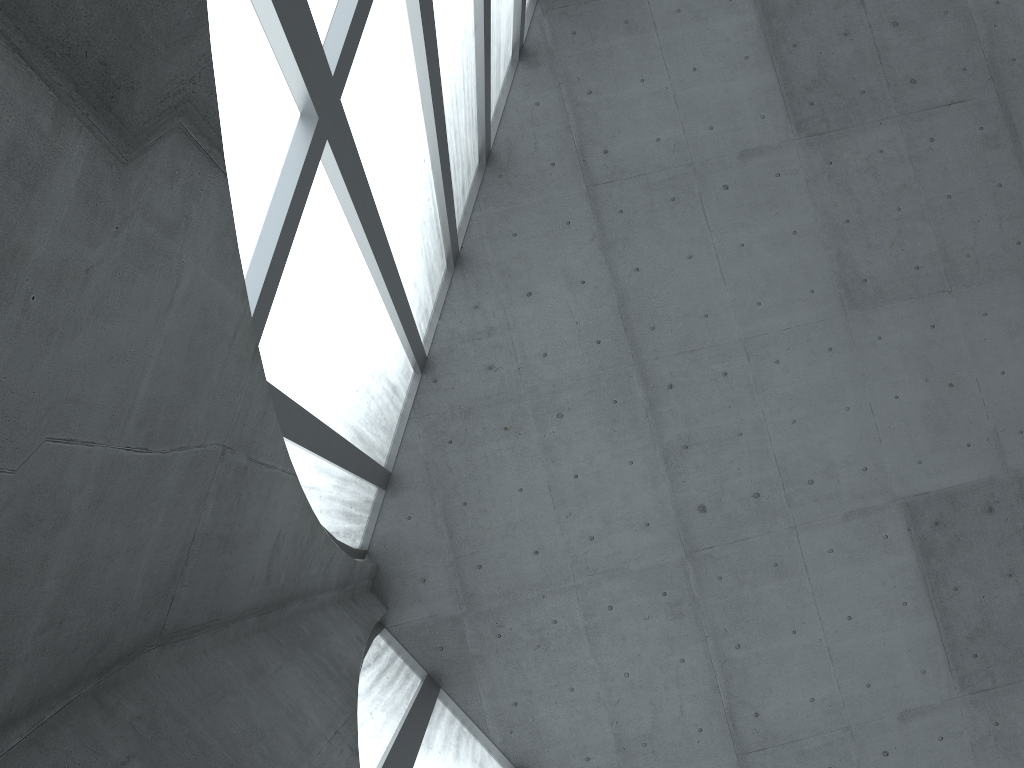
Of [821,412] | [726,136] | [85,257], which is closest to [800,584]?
[821,412]
